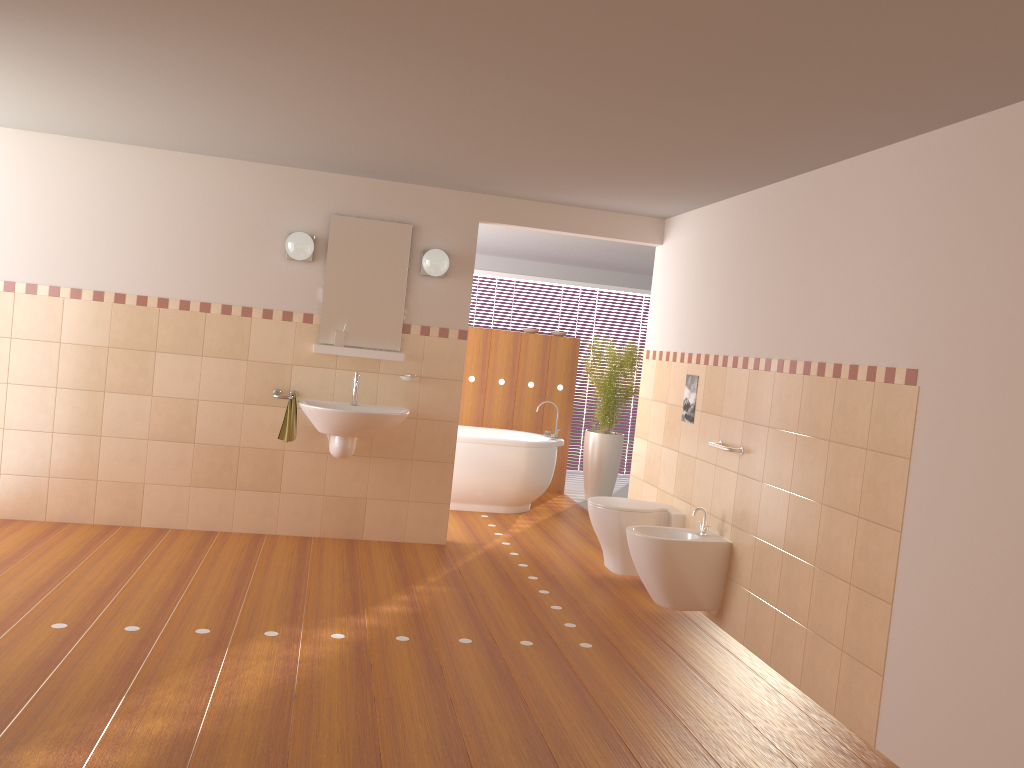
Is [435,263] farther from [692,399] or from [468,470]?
[468,470]

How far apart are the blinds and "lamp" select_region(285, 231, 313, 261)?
5.0m

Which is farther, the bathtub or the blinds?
the blinds

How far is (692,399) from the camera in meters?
5.2

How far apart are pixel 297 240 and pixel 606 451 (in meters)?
3.68

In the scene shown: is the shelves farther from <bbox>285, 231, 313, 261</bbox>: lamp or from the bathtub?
the bathtub

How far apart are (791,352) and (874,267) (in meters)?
0.68

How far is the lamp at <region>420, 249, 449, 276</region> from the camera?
5.4m

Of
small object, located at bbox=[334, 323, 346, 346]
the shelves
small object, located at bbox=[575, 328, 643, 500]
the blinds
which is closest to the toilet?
the shelves

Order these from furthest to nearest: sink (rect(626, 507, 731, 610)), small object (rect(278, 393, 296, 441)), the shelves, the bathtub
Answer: the bathtub < the shelves < small object (rect(278, 393, 296, 441)) < sink (rect(626, 507, 731, 610))
